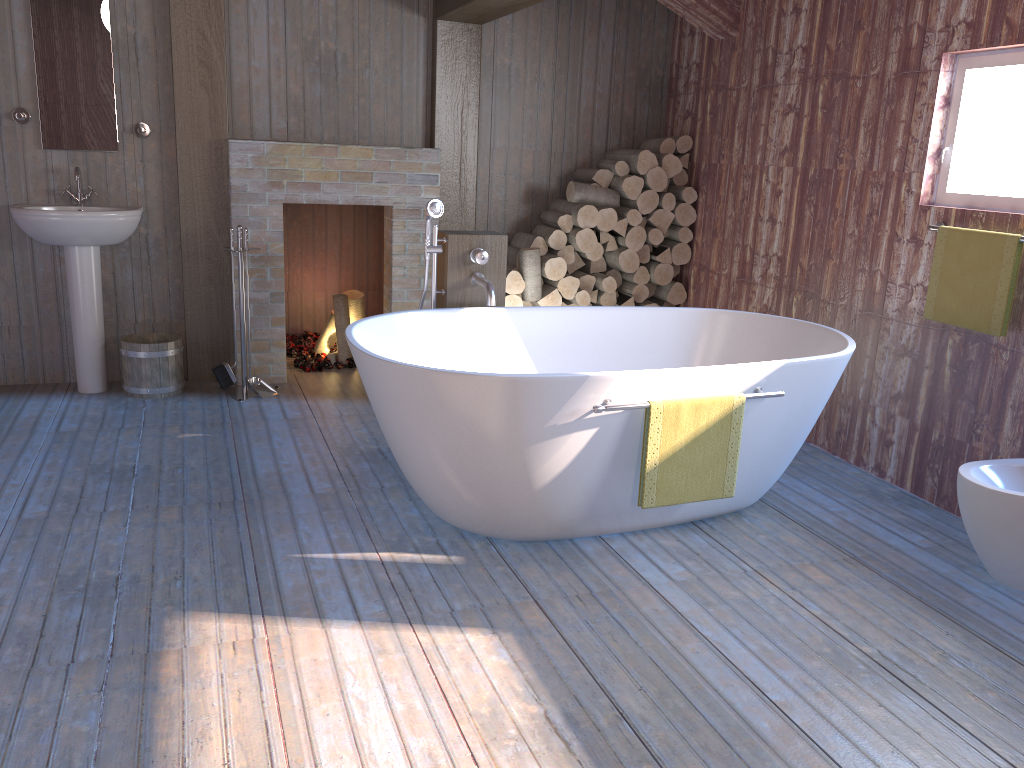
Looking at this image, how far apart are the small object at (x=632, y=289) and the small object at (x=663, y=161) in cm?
67

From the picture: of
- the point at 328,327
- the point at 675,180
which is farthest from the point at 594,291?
the point at 328,327

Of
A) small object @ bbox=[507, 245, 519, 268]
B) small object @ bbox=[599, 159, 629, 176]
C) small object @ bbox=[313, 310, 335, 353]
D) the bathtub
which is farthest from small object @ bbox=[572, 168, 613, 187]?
small object @ bbox=[313, 310, 335, 353]

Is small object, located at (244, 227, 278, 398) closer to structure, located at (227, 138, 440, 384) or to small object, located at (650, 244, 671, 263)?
structure, located at (227, 138, 440, 384)

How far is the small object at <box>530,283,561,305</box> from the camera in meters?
Result: 5.0 m

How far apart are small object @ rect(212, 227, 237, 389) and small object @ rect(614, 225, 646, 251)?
2.30m

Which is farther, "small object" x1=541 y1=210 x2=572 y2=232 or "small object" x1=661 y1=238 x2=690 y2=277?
"small object" x1=661 y1=238 x2=690 y2=277

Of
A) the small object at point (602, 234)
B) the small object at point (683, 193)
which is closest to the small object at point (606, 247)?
the small object at point (602, 234)

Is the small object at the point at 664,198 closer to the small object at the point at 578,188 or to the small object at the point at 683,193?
the small object at the point at 683,193

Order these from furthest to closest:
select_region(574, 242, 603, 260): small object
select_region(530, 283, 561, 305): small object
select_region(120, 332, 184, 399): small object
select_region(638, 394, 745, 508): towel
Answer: select_region(574, 242, 603, 260): small object
select_region(530, 283, 561, 305): small object
select_region(120, 332, 184, 399): small object
select_region(638, 394, 745, 508): towel
